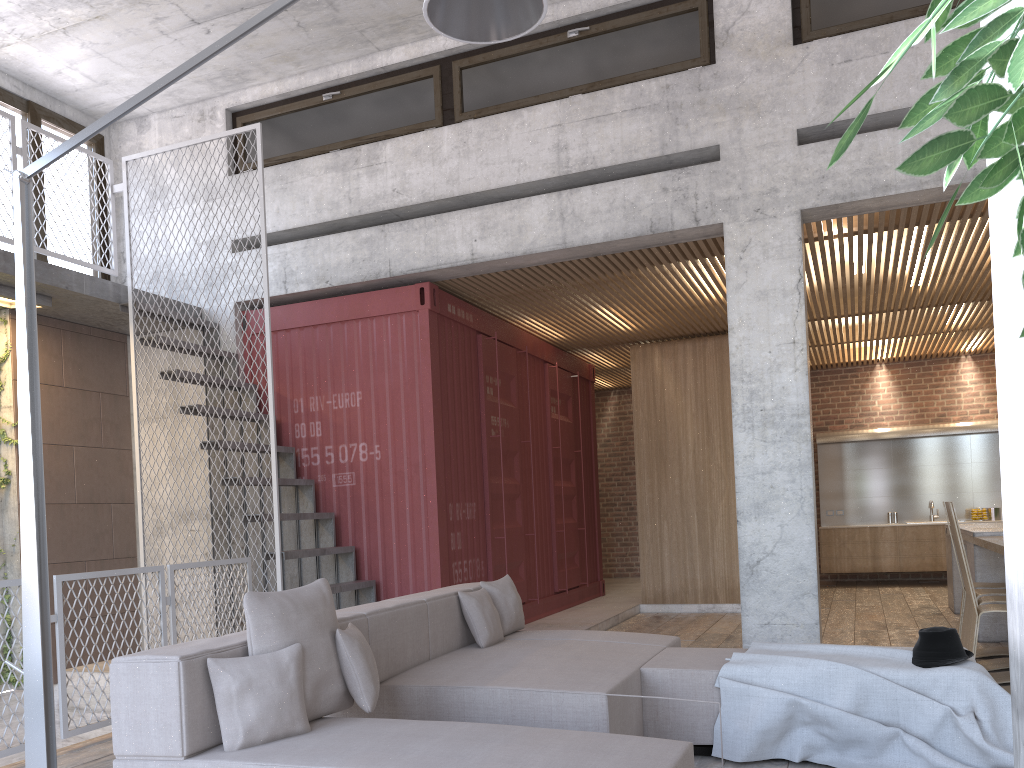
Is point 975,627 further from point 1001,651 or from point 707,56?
point 707,56

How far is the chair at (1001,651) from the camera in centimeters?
640cm

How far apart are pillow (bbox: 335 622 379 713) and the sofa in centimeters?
4cm

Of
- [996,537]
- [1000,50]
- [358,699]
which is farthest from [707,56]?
[1000,50]

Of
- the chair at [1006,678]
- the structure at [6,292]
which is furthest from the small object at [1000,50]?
the structure at [6,292]

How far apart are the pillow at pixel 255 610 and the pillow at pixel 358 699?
0.0 meters

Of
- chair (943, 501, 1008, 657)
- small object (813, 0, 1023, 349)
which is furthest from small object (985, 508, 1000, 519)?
small object (813, 0, 1023, 349)

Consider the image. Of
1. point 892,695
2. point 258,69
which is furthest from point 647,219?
point 892,695

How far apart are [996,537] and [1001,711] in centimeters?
370cm

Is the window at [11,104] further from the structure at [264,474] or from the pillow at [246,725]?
the pillow at [246,725]
